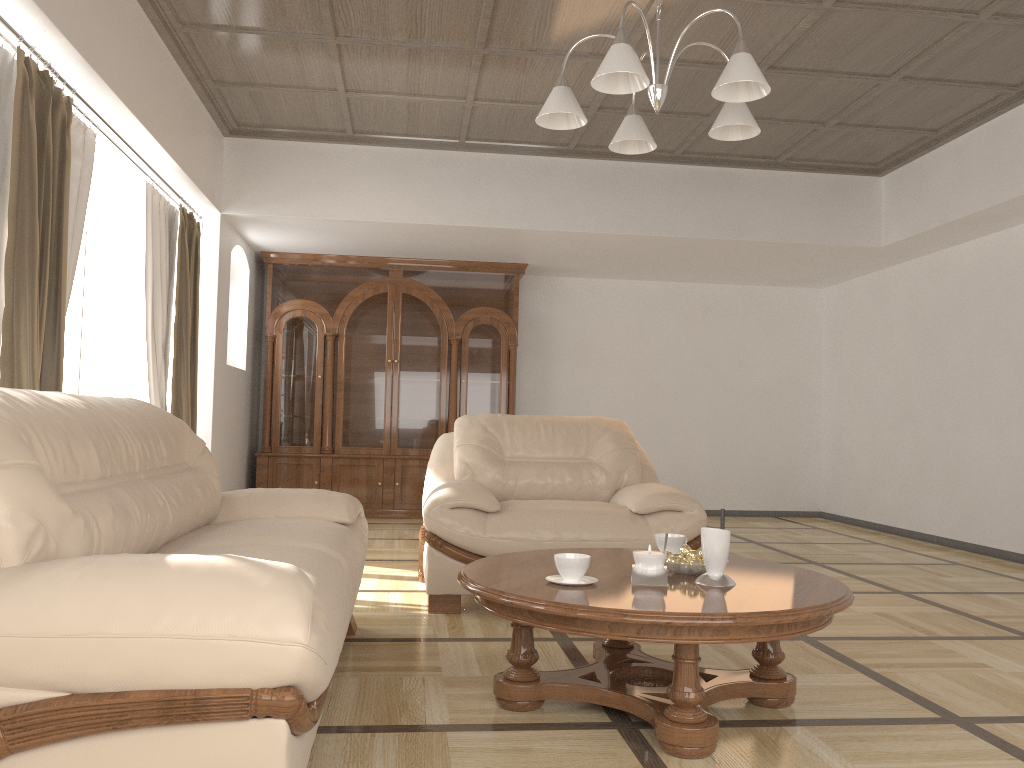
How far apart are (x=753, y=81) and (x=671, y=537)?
1.48m

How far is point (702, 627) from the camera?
2.2m

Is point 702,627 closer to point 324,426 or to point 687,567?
point 687,567

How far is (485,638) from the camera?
3.47m

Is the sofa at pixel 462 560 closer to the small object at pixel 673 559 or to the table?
the table

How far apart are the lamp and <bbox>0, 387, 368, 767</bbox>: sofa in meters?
1.5

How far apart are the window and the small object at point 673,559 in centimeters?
337cm

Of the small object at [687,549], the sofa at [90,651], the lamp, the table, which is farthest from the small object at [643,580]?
the lamp

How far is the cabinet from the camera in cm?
774

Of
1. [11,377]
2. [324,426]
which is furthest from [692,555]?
[324,426]
